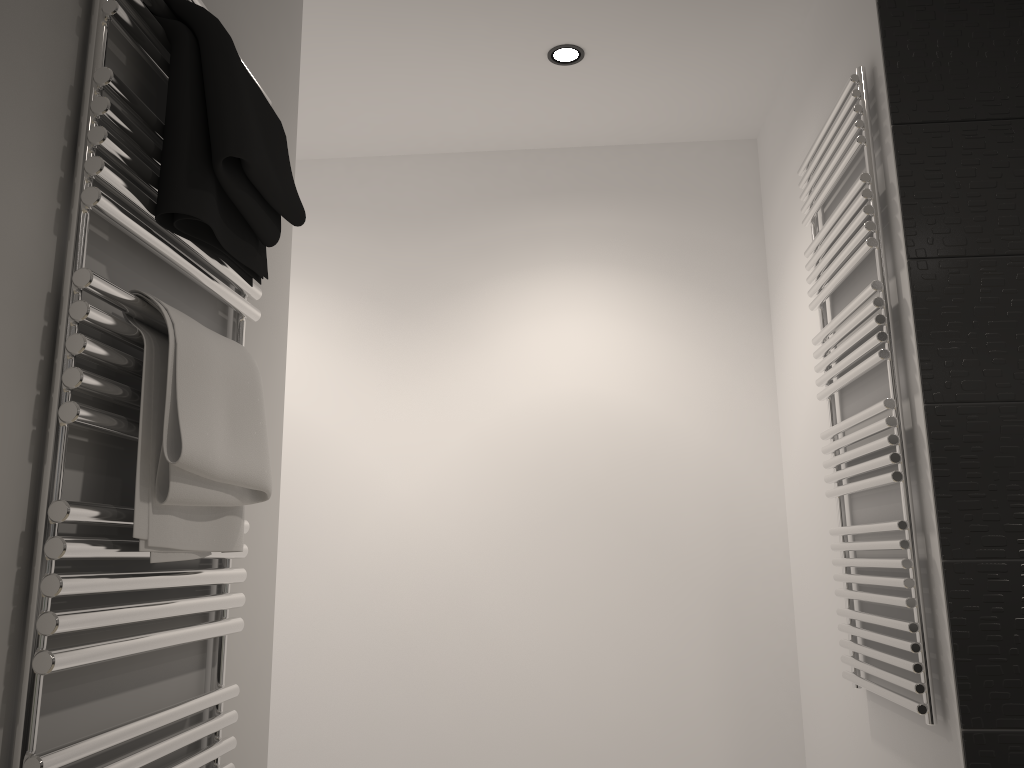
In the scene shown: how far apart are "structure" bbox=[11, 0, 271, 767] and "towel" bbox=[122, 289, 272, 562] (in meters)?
0.01

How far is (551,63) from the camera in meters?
2.5

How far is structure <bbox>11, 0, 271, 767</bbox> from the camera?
0.85m

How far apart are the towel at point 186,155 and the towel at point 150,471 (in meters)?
0.09

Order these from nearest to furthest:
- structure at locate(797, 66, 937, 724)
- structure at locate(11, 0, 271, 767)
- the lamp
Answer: structure at locate(11, 0, 271, 767)
structure at locate(797, 66, 937, 724)
the lamp

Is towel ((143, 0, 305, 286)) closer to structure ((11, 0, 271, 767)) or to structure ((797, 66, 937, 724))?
structure ((11, 0, 271, 767))

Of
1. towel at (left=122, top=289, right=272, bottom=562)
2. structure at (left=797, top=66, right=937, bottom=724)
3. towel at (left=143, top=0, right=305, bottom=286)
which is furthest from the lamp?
towel at (left=122, top=289, right=272, bottom=562)

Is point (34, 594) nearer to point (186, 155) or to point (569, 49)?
point (186, 155)

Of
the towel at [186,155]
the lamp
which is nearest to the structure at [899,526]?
the lamp

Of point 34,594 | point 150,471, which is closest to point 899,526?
point 150,471
